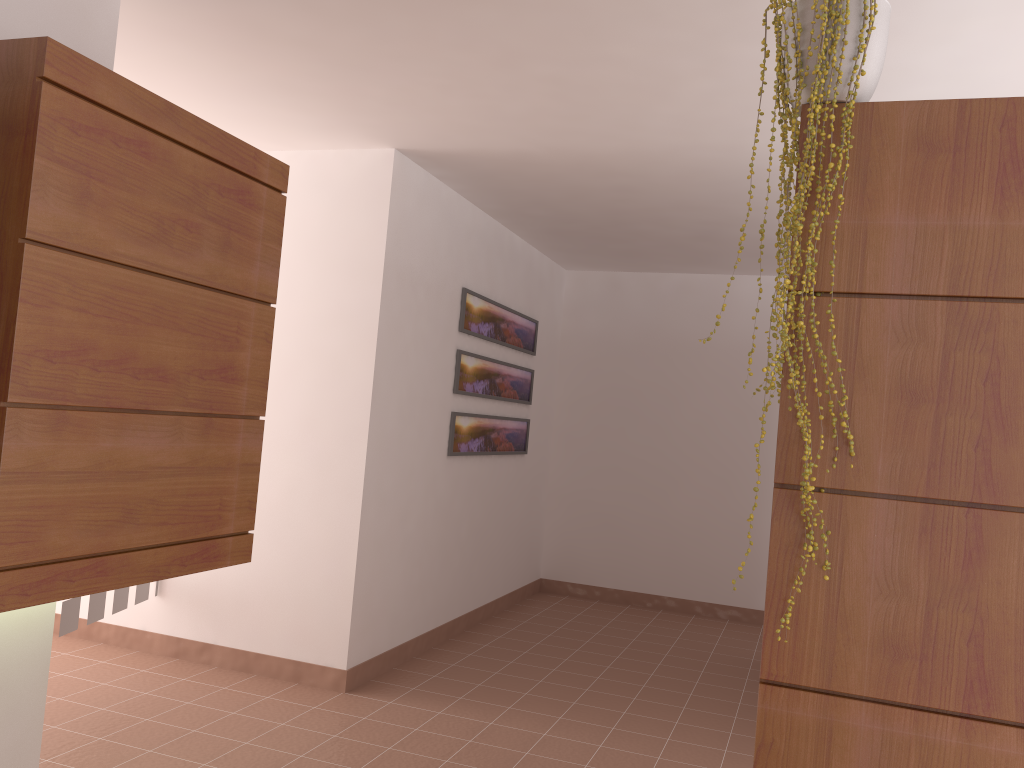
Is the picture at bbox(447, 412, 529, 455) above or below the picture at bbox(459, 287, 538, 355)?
below

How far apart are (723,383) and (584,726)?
3.3 meters

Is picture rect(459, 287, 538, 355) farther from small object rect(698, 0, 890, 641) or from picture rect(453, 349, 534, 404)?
small object rect(698, 0, 890, 641)

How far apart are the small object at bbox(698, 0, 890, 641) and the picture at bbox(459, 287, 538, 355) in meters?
3.1

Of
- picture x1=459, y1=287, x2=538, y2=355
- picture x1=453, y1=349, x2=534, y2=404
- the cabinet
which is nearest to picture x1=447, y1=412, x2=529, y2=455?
picture x1=453, y1=349, x2=534, y2=404

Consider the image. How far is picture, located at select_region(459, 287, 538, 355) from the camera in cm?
509

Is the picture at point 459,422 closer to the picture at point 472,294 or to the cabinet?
the picture at point 472,294

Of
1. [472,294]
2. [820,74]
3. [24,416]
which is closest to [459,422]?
[472,294]

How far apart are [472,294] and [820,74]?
3.4 meters

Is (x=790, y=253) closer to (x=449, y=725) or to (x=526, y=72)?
(x=526, y=72)
